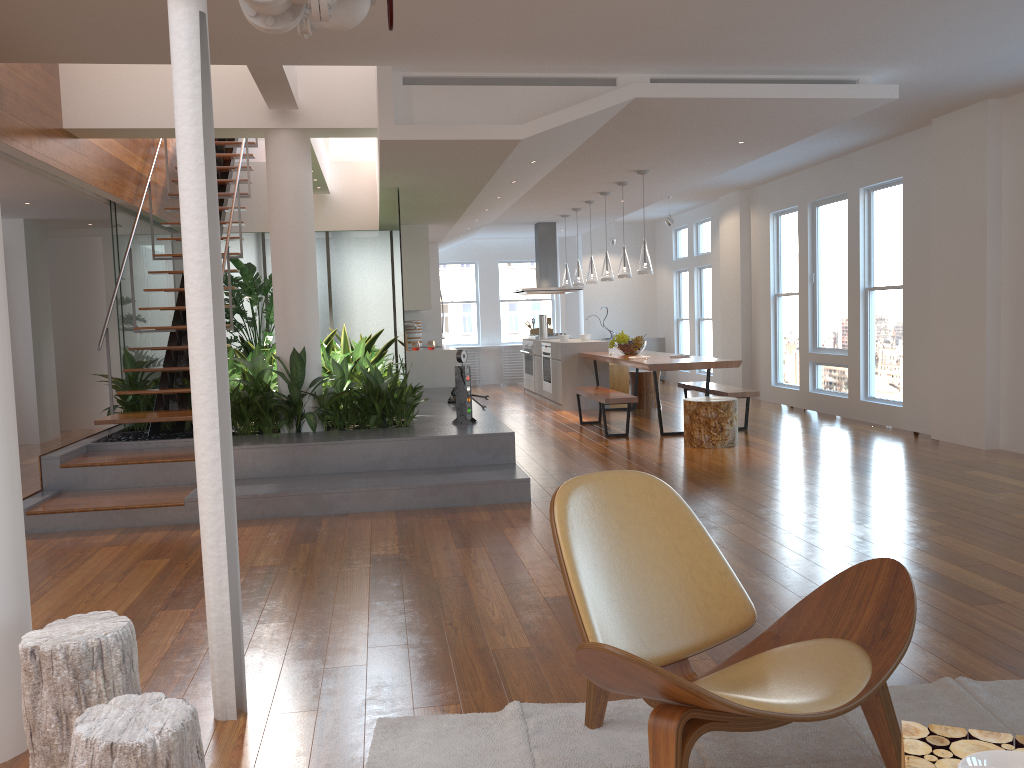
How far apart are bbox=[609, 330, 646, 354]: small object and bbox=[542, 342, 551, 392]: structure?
1.9m

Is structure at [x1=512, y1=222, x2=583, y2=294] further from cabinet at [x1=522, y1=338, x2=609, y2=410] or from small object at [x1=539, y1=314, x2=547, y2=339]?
cabinet at [x1=522, y1=338, x2=609, y2=410]

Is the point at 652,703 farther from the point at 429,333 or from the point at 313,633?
the point at 429,333

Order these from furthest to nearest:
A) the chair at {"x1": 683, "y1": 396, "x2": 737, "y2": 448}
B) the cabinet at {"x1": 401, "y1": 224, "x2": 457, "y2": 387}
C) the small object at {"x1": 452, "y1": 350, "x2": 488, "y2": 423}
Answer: the cabinet at {"x1": 401, "y1": 224, "x2": 457, "y2": 387} < the chair at {"x1": 683, "y1": 396, "x2": 737, "y2": 448} < the small object at {"x1": 452, "y1": 350, "x2": 488, "y2": 423}

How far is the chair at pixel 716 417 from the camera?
7.5 meters

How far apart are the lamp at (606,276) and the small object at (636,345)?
0.78m

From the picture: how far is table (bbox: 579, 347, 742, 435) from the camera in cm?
798

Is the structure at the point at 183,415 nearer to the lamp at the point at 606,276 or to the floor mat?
the lamp at the point at 606,276

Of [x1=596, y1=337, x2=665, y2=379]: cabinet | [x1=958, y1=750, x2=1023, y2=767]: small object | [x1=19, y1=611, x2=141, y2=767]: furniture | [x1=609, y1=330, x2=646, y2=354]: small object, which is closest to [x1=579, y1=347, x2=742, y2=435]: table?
[x1=609, y1=330, x2=646, y2=354]: small object

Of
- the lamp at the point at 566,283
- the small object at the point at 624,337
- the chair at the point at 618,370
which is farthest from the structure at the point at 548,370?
the small object at the point at 624,337
